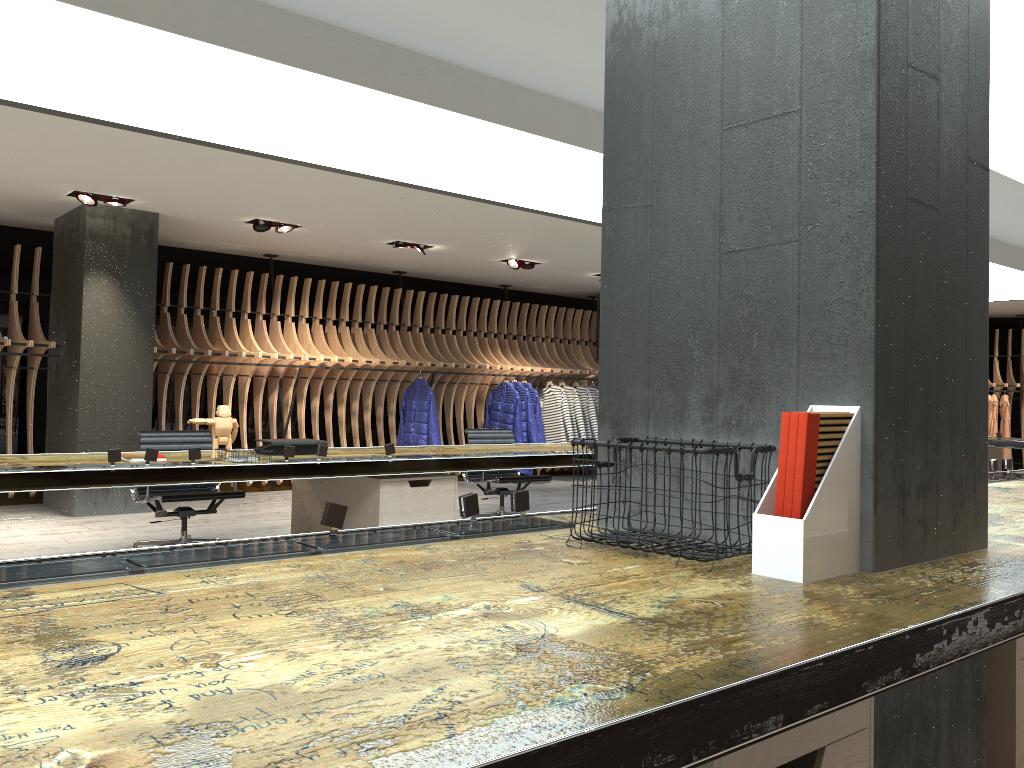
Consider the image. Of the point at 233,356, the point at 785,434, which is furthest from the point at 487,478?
the point at 785,434

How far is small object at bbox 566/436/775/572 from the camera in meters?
2.1 m

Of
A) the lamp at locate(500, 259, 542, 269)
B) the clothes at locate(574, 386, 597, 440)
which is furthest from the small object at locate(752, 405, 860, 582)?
the clothes at locate(574, 386, 597, 440)

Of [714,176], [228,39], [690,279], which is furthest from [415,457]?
[714,176]

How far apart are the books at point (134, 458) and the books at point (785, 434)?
3.69m

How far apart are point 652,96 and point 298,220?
6.39m

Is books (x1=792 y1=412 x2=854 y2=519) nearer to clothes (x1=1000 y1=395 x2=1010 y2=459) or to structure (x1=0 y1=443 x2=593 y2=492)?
structure (x1=0 y1=443 x2=593 y2=492)

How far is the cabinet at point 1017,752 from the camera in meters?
2.4 m

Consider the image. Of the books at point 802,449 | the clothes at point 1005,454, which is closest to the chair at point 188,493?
the books at point 802,449

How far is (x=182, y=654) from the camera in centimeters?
129cm
